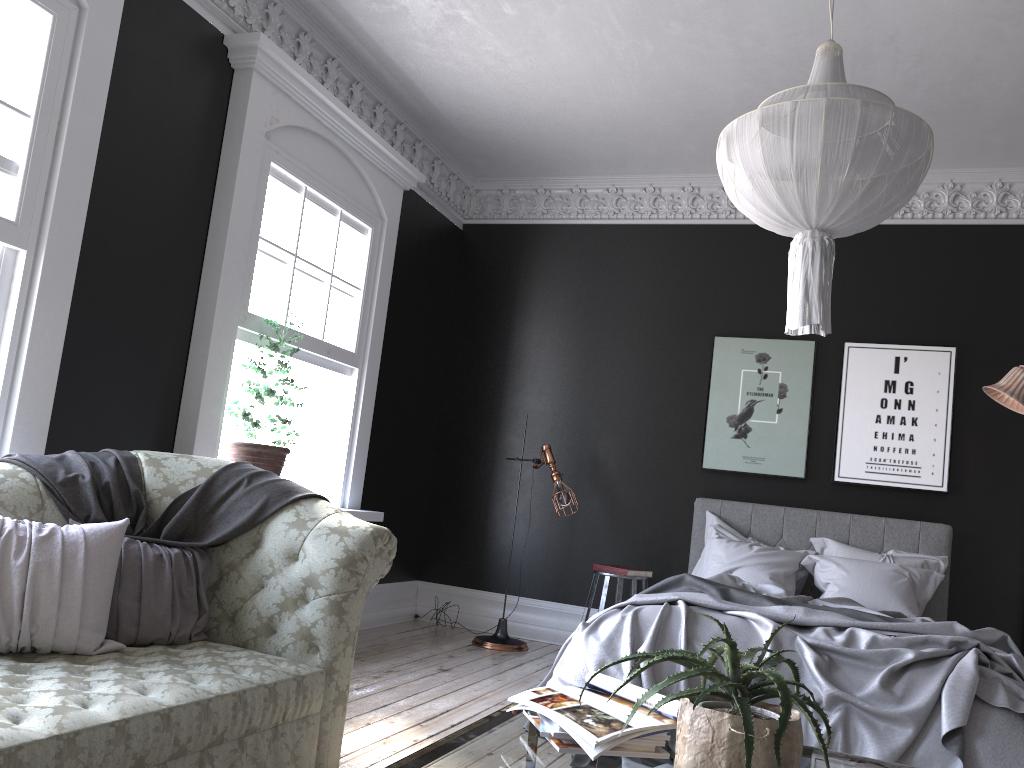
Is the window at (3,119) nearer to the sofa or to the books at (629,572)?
the sofa

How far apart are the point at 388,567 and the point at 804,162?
2.2m

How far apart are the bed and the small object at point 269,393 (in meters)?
1.91

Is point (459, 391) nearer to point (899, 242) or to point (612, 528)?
point (612, 528)

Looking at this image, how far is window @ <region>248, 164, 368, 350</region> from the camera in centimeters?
529cm

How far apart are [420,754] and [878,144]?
2.47m

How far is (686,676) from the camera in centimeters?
167cm

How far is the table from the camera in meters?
1.8

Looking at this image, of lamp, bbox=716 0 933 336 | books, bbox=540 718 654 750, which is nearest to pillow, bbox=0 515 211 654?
books, bbox=540 718 654 750

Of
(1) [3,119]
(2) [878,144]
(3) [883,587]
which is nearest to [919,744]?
(3) [883,587]
